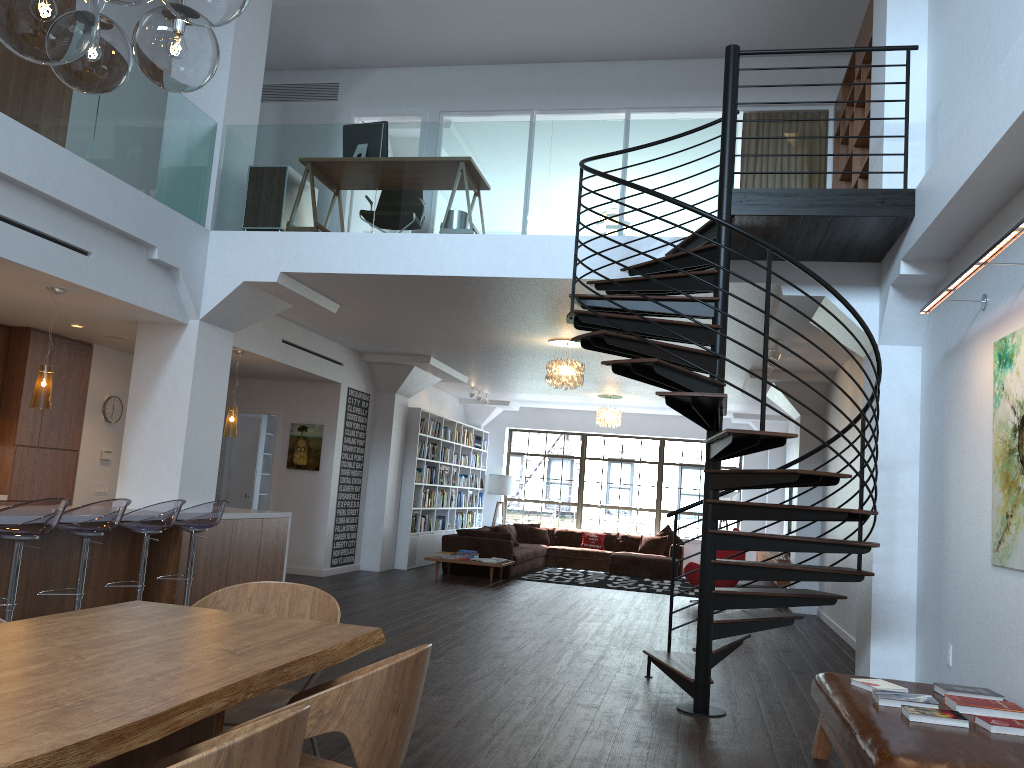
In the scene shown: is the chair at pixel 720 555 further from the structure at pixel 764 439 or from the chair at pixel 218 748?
the chair at pixel 218 748

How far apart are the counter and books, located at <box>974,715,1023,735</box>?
6.40m

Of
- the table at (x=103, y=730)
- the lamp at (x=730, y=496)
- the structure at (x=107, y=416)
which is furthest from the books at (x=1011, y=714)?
the lamp at (x=730, y=496)

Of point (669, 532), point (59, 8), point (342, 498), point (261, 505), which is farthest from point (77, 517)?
point (669, 532)

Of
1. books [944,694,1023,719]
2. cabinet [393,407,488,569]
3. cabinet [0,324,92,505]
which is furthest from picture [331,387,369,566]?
books [944,694,1023,719]

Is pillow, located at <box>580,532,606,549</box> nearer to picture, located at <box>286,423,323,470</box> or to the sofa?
the sofa

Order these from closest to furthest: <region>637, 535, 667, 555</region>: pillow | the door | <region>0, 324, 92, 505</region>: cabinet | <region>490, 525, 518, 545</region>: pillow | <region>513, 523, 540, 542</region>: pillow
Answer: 1. <region>0, 324, 92, 505</region>: cabinet
2. the door
3. <region>490, 525, 518, 545</region>: pillow
4. <region>637, 535, 667, 555</region>: pillow
5. <region>513, 523, 540, 542</region>: pillow

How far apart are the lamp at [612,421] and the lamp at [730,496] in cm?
302

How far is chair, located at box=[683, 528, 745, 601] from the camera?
11.47m

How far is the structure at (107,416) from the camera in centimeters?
979cm
